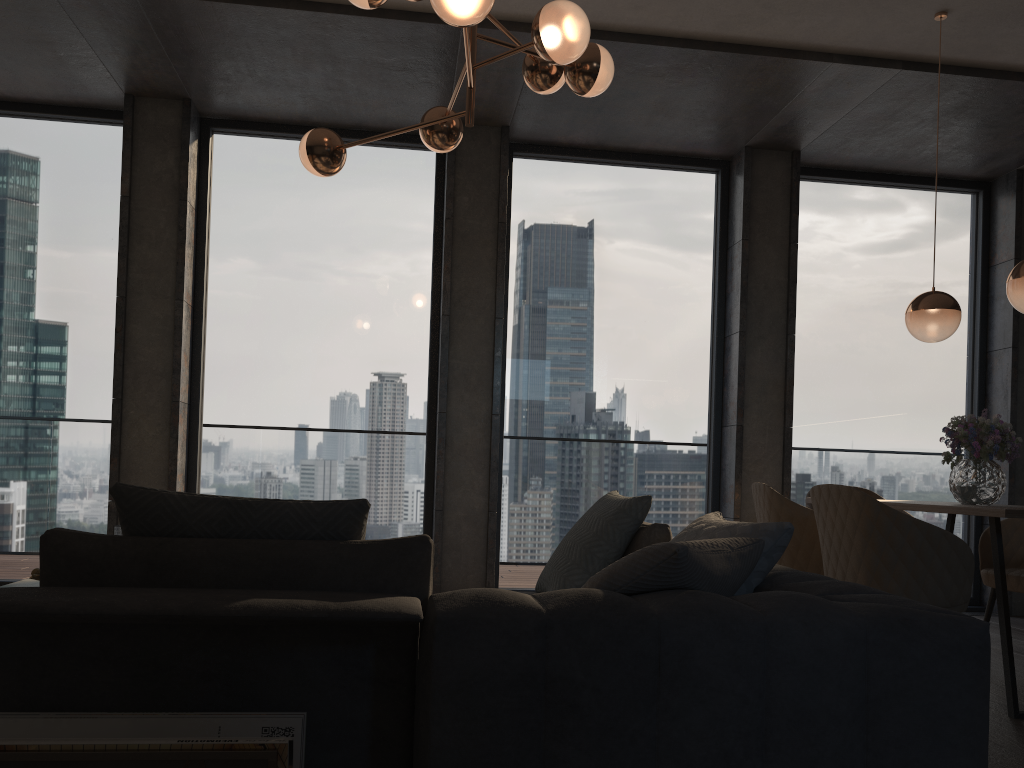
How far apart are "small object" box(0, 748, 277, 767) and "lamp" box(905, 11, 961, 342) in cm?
360

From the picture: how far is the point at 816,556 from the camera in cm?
369

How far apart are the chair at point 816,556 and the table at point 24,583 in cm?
306

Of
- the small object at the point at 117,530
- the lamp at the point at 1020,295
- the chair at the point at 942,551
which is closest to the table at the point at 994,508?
the chair at the point at 942,551

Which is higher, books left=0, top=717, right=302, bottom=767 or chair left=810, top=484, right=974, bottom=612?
chair left=810, top=484, right=974, bottom=612

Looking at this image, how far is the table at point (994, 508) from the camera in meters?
3.0 m

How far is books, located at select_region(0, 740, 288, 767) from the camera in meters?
1.4 m

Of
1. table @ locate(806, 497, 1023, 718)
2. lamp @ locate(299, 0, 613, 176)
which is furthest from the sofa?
lamp @ locate(299, 0, 613, 176)

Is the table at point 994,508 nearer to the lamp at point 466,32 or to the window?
the window

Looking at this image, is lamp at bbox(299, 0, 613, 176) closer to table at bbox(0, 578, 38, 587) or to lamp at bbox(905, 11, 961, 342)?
lamp at bbox(905, 11, 961, 342)
